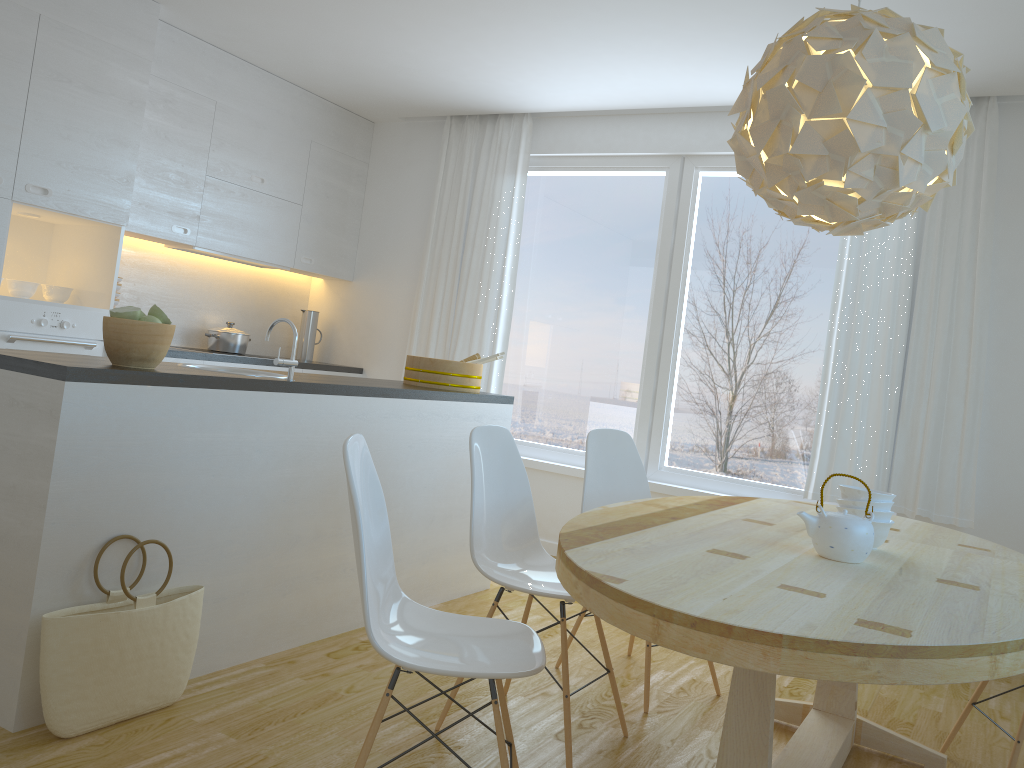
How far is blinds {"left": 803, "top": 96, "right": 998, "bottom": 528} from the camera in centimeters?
428cm

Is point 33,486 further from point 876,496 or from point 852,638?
point 876,496

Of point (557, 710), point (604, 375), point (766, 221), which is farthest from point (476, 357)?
point (557, 710)

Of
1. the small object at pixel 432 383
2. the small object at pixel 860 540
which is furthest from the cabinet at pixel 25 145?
the small object at pixel 860 540

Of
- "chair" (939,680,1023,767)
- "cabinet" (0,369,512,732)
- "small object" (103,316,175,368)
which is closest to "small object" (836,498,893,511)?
"chair" (939,680,1023,767)

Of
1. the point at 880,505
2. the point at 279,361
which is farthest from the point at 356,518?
the point at 880,505

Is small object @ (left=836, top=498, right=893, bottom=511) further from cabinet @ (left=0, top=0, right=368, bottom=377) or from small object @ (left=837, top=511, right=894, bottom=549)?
cabinet @ (left=0, top=0, right=368, bottom=377)

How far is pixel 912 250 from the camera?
4.4m

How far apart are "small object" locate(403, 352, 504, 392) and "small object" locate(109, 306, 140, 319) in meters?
1.7

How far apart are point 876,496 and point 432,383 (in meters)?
2.22
